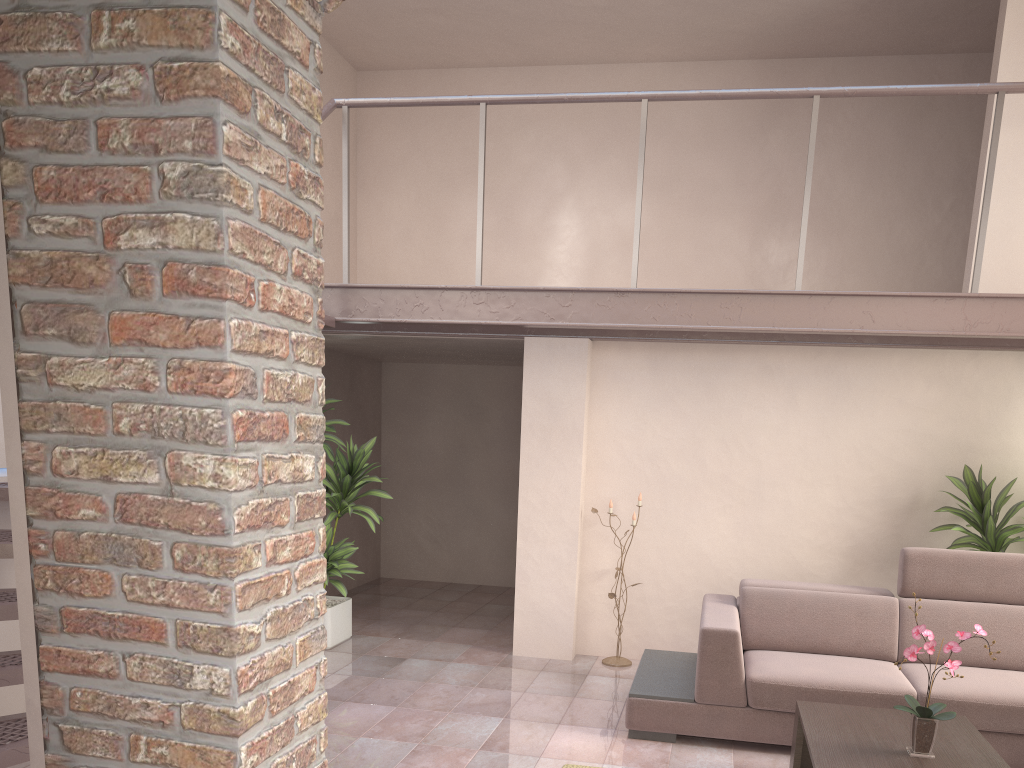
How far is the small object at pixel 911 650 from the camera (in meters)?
3.22

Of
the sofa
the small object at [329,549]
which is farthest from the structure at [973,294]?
the sofa

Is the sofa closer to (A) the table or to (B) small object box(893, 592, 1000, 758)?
(A) the table

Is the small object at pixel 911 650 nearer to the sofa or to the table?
the table

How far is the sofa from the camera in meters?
4.2 m

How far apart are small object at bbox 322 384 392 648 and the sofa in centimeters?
206cm

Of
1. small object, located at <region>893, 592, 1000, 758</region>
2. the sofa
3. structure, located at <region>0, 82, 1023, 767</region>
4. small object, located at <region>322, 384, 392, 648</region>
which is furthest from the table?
small object, located at <region>322, 384, 392, 648</region>

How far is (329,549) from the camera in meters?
5.6 m

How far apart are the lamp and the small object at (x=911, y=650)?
2.63m

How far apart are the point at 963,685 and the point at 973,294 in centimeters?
207cm
